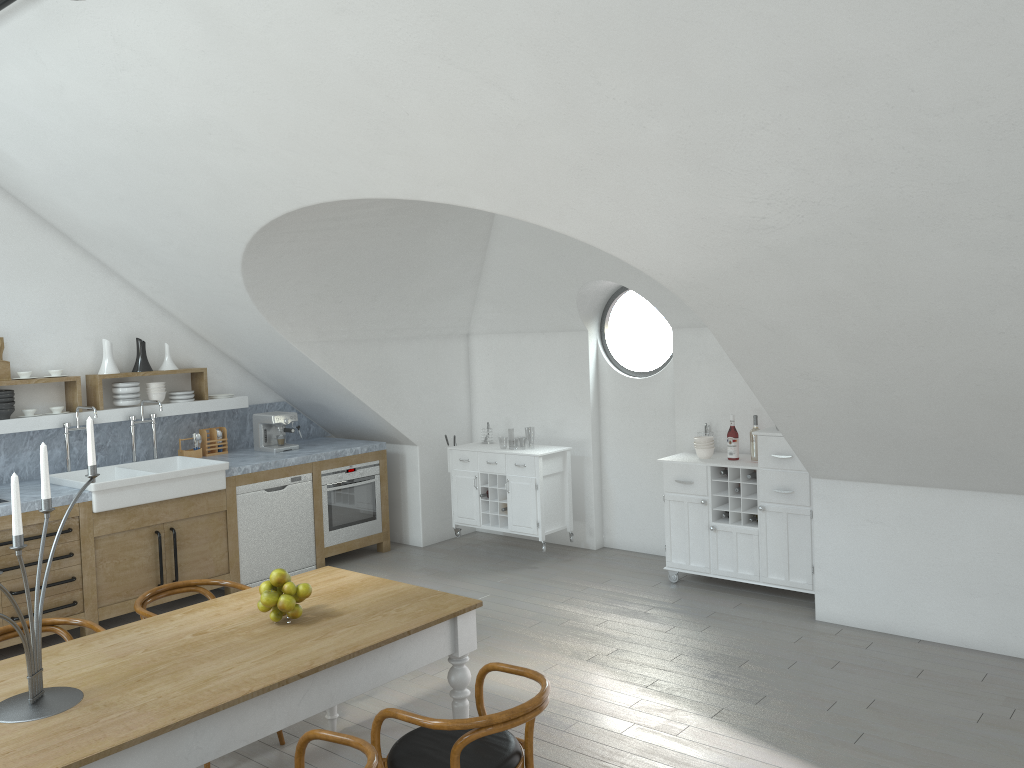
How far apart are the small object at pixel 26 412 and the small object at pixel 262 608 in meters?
3.8

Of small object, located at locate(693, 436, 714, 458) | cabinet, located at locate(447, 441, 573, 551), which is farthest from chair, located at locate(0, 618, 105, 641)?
small object, located at locate(693, 436, 714, 458)

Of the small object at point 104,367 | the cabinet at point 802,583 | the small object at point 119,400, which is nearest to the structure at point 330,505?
the small object at point 119,400

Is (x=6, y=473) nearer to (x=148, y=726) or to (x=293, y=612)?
(x=293, y=612)

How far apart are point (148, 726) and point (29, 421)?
4.33m

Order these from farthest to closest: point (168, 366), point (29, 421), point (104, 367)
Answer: point (168, 366) < point (104, 367) < point (29, 421)

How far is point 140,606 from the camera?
4.1m

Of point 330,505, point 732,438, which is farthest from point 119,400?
point 732,438

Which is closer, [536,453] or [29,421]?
[29,421]

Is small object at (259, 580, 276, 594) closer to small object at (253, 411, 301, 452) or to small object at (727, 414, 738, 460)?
small object at (727, 414, 738, 460)
